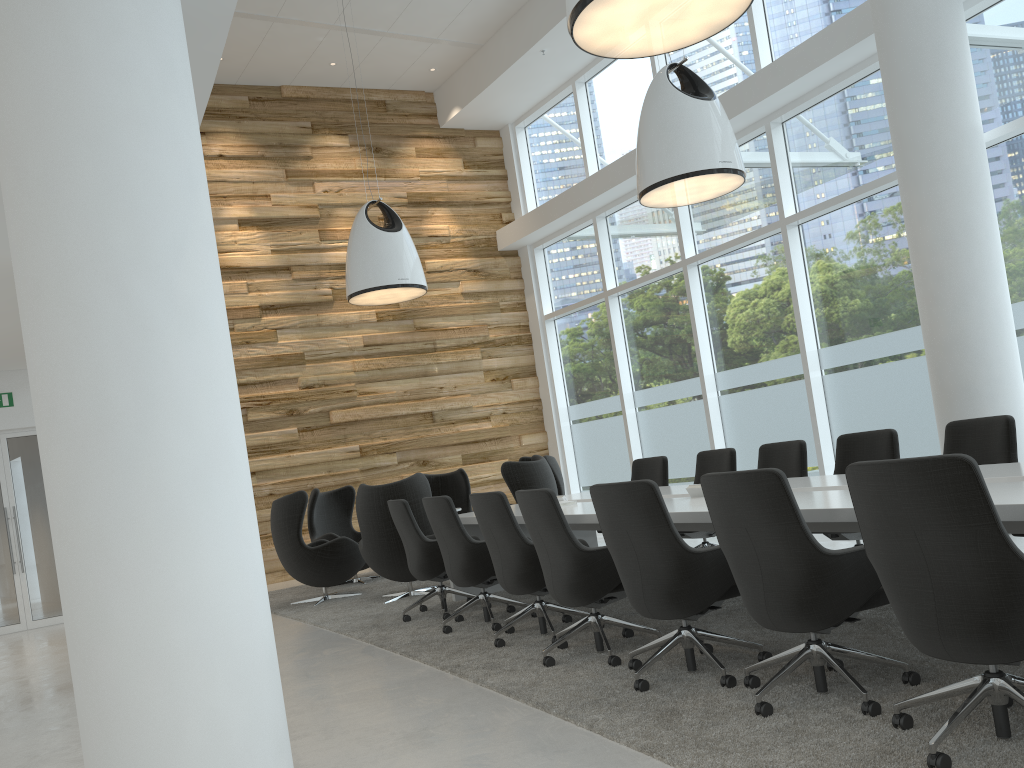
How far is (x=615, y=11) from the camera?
4.0 meters

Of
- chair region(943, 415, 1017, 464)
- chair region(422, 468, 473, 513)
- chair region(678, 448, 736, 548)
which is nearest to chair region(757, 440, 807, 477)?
chair region(678, 448, 736, 548)

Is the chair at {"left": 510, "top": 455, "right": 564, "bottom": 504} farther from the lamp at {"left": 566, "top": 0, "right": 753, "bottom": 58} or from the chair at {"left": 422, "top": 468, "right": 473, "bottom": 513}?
the lamp at {"left": 566, "top": 0, "right": 753, "bottom": 58}

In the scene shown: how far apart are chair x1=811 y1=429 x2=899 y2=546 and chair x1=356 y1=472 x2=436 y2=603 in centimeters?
363cm

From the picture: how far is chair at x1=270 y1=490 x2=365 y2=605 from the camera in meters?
8.7

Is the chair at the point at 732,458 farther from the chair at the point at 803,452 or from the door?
the door

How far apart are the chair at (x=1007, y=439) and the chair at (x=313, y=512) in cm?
640

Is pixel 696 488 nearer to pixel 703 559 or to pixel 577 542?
pixel 577 542

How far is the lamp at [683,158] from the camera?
6.8m

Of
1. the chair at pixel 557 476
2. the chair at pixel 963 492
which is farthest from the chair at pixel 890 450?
the chair at pixel 557 476
